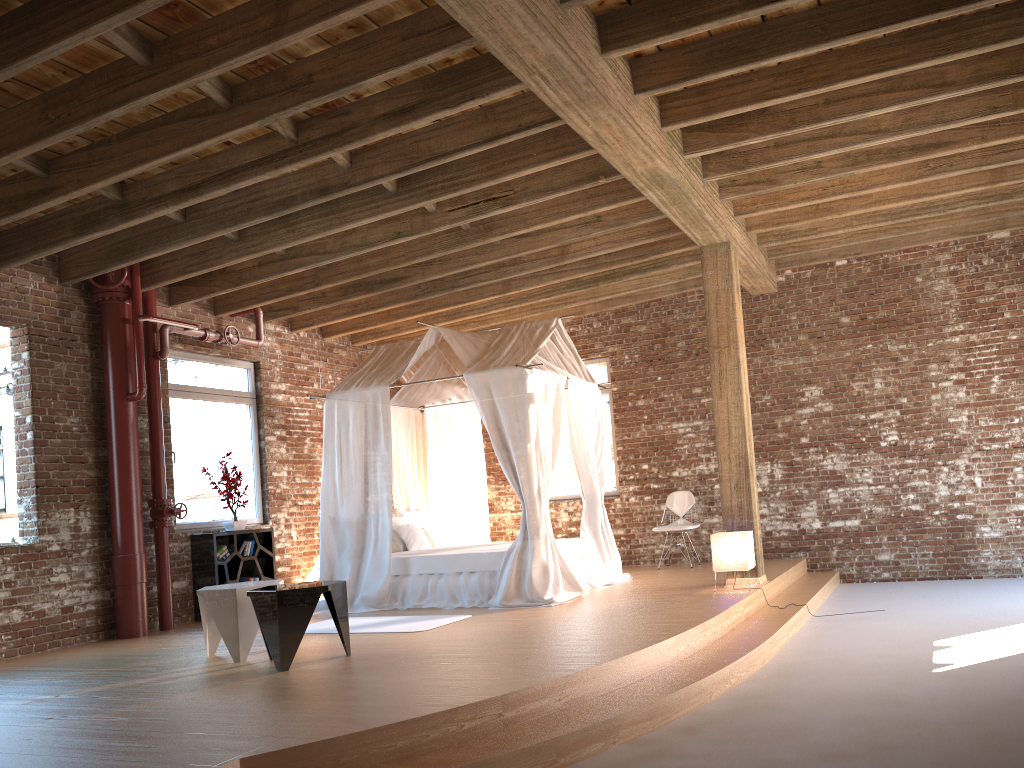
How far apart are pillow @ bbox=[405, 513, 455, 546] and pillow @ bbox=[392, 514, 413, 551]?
0.2 meters

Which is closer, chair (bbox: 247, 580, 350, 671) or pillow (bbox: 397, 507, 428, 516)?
chair (bbox: 247, 580, 350, 671)

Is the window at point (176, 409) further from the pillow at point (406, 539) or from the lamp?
the lamp

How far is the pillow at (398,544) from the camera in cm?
901

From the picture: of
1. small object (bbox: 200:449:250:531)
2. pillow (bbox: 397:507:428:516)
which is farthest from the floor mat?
pillow (bbox: 397:507:428:516)

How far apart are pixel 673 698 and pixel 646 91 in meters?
3.6 m

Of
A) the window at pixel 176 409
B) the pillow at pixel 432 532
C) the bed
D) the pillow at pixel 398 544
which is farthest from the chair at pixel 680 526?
the window at pixel 176 409

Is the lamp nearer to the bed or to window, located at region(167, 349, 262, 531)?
the bed

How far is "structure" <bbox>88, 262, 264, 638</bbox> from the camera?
7.69m

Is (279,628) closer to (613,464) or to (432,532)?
(432,532)
